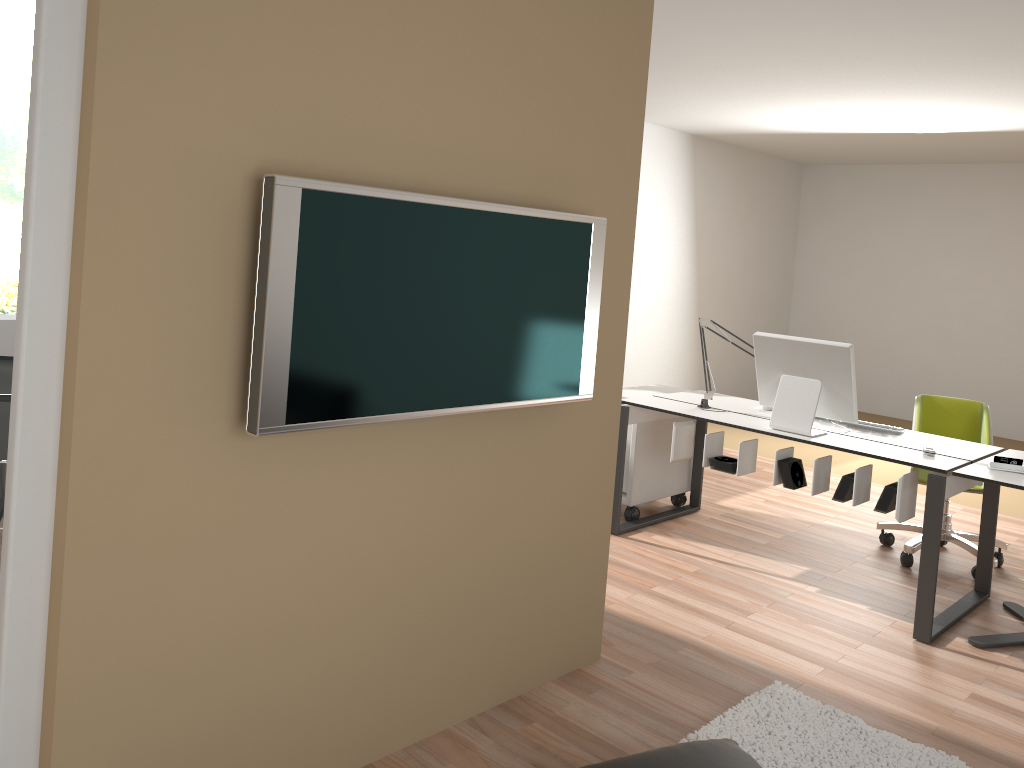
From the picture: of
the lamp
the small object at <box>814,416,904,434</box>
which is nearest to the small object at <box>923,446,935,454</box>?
the small object at <box>814,416,904,434</box>

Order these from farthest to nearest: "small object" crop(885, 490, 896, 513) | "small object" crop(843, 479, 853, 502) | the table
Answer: "small object" crop(843, 479, 853, 502), "small object" crop(885, 490, 896, 513), the table

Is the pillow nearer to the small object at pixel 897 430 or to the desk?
the desk

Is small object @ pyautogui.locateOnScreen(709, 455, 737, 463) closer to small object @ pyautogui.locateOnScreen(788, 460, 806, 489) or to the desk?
the desk

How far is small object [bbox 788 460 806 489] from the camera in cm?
397

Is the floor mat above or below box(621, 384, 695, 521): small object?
below

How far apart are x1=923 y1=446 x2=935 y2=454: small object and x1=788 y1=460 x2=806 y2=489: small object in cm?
53

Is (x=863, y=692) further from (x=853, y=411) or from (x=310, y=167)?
(x=310, y=167)

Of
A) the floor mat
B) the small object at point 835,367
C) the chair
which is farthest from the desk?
the floor mat

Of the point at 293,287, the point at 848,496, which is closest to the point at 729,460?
the point at 848,496
